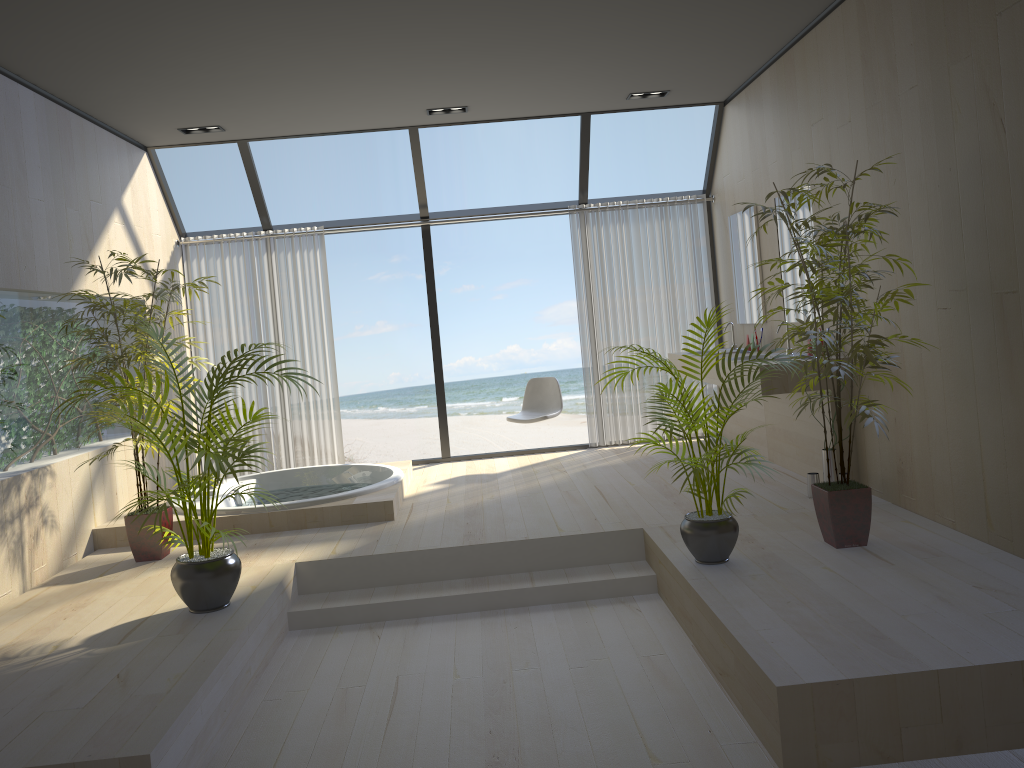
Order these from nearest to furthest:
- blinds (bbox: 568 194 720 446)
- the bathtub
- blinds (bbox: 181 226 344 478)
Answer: the bathtub < blinds (bbox: 181 226 344 478) < blinds (bbox: 568 194 720 446)

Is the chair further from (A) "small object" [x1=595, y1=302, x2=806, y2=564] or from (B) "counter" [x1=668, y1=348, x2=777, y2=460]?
(A) "small object" [x1=595, y1=302, x2=806, y2=564]

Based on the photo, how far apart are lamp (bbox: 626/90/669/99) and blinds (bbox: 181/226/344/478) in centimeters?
279cm

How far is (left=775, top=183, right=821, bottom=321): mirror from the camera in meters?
5.6 m

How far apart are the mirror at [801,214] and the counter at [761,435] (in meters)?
0.73

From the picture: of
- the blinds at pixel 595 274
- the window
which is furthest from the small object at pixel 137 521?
the blinds at pixel 595 274

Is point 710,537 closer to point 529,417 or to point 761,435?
point 761,435

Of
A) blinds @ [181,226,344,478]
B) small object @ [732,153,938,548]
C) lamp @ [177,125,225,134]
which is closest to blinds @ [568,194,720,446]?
blinds @ [181,226,344,478]

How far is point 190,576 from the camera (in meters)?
3.85

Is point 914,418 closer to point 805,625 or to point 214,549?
point 805,625
